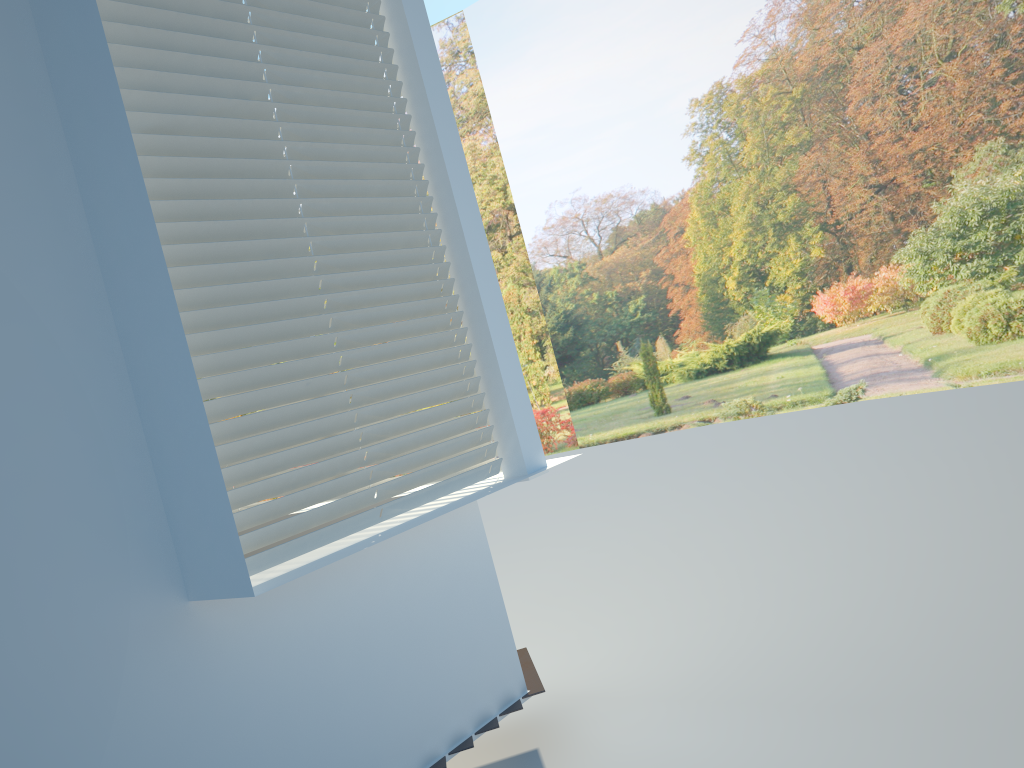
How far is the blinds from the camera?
2.38m

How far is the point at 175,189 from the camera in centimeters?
238cm

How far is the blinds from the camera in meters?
2.4 m
